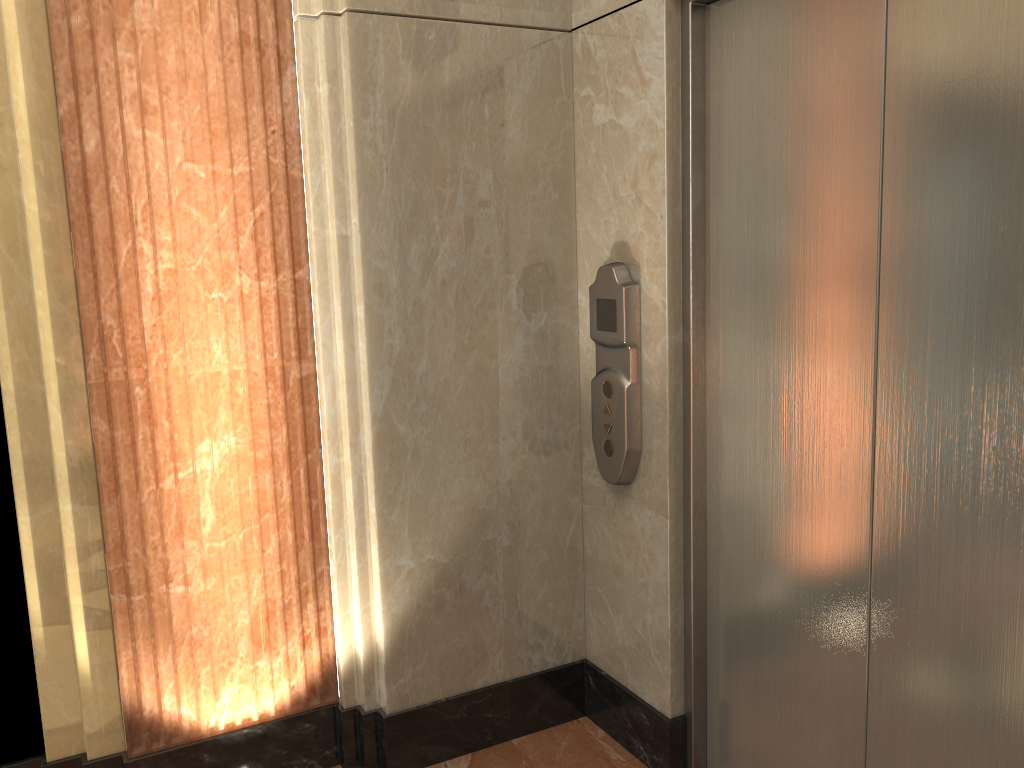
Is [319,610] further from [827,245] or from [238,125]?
[827,245]

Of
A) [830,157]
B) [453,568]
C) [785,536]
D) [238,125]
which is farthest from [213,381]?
[830,157]
